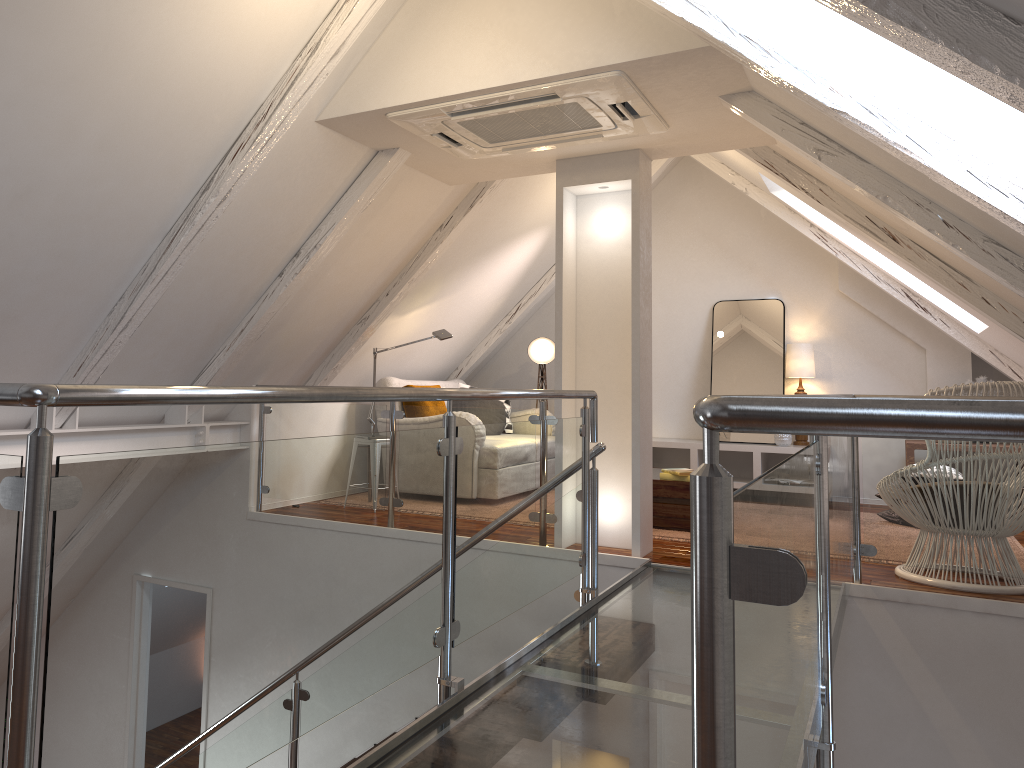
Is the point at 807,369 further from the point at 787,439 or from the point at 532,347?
the point at 532,347

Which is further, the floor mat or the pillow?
the pillow

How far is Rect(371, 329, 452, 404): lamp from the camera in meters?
5.5

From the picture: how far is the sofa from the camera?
5.82m

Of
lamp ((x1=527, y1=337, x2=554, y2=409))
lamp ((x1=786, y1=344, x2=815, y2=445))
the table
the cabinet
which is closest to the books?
the table

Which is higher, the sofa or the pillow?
the sofa

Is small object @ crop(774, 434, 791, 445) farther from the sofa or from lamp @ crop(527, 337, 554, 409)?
the sofa

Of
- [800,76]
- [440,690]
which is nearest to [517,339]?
[800,76]

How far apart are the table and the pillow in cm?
161

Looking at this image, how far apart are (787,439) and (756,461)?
0.3m
